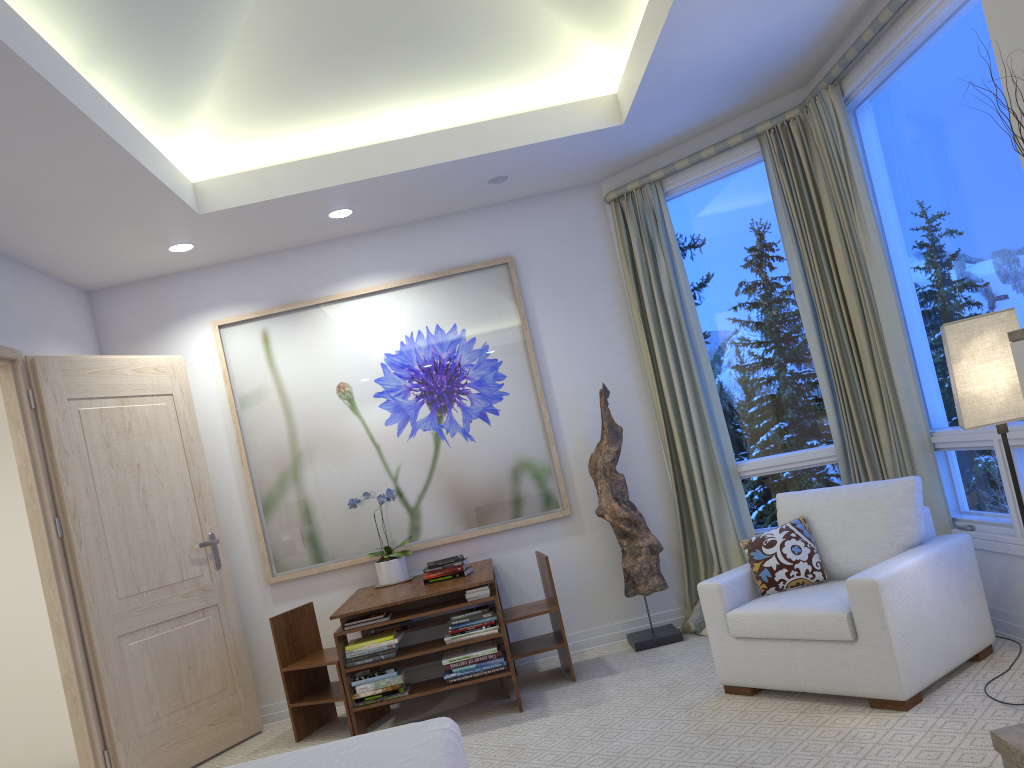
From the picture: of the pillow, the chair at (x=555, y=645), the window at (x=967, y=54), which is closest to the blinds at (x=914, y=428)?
the window at (x=967, y=54)

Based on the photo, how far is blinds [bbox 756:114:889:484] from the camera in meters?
4.1 m

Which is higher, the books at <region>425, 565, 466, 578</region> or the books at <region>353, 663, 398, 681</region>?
the books at <region>425, 565, 466, 578</region>

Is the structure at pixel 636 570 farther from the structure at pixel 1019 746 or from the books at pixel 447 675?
the structure at pixel 1019 746

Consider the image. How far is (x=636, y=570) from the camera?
4.50m

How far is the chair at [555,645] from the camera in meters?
4.2

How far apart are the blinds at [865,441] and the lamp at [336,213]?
2.1m

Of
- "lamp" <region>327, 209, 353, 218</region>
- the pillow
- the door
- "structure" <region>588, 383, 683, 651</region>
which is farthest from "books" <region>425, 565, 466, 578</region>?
"lamp" <region>327, 209, 353, 218</region>

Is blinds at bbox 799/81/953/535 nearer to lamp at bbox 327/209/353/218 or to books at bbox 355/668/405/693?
lamp at bbox 327/209/353/218

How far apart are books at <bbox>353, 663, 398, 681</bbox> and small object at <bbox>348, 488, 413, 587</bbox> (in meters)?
0.70
